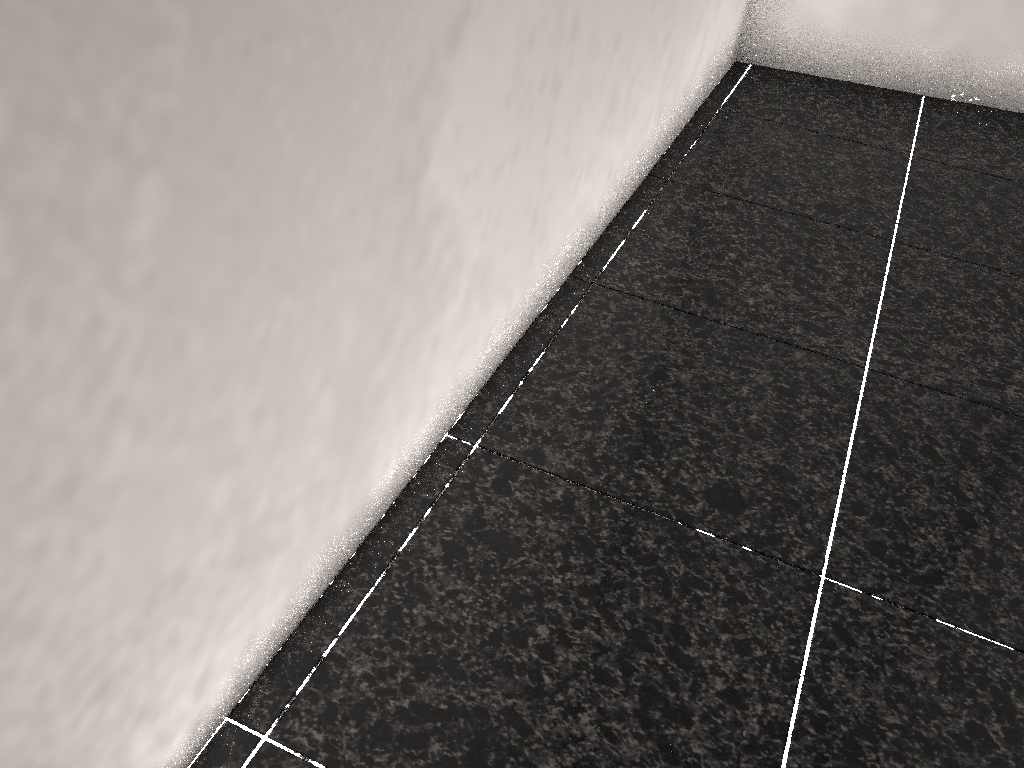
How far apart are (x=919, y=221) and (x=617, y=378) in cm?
115
